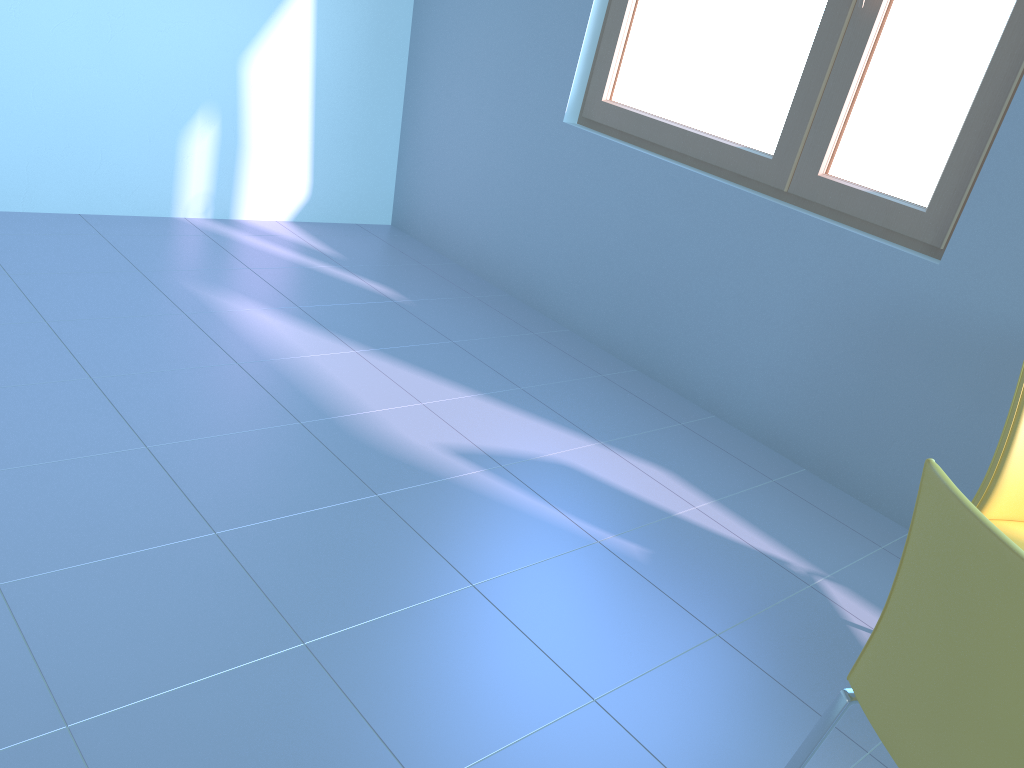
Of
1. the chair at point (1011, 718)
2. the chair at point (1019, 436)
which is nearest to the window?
the chair at point (1019, 436)

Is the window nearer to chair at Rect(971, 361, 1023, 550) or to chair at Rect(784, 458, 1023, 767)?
chair at Rect(971, 361, 1023, 550)

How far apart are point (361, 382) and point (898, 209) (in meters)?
1.60

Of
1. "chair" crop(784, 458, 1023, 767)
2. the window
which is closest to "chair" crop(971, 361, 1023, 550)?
"chair" crop(784, 458, 1023, 767)

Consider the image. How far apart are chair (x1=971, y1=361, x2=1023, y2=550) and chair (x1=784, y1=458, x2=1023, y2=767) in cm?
67

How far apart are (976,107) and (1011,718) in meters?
1.9 m

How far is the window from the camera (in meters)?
2.32

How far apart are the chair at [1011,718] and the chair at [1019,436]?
0.7m

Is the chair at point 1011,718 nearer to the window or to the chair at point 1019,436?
the chair at point 1019,436

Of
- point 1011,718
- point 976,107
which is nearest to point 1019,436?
point 1011,718
